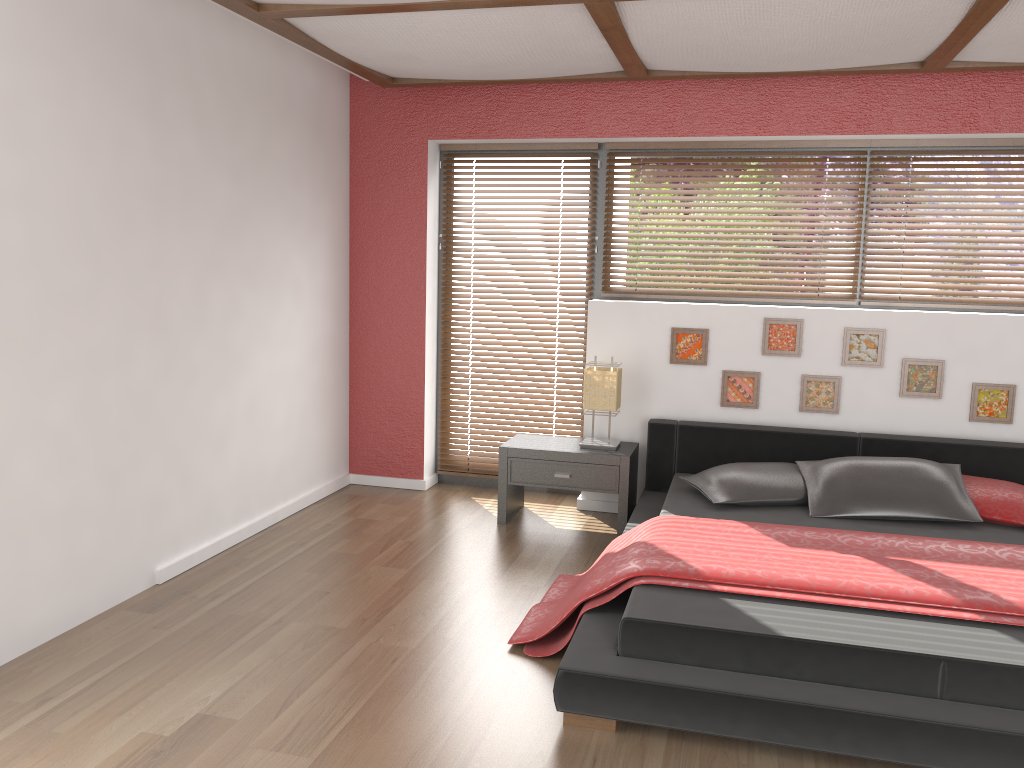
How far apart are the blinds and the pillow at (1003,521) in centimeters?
211cm

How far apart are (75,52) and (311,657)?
2.3m

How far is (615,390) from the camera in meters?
4.7 m

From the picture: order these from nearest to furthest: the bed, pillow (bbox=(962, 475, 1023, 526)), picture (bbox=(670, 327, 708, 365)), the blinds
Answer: the bed
pillow (bbox=(962, 475, 1023, 526))
picture (bbox=(670, 327, 708, 365))
the blinds

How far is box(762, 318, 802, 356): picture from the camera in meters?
4.7

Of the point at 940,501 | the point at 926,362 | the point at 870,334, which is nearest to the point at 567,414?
the point at 870,334

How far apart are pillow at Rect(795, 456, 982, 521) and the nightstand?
0.8 meters

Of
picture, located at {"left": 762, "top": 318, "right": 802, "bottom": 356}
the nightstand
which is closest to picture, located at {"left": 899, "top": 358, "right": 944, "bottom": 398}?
picture, located at {"left": 762, "top": 318, "right": 802, "bottom": 356}

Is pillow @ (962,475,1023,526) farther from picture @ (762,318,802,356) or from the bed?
picture @ (762,318,802,356)

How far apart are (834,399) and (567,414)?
1.5m
